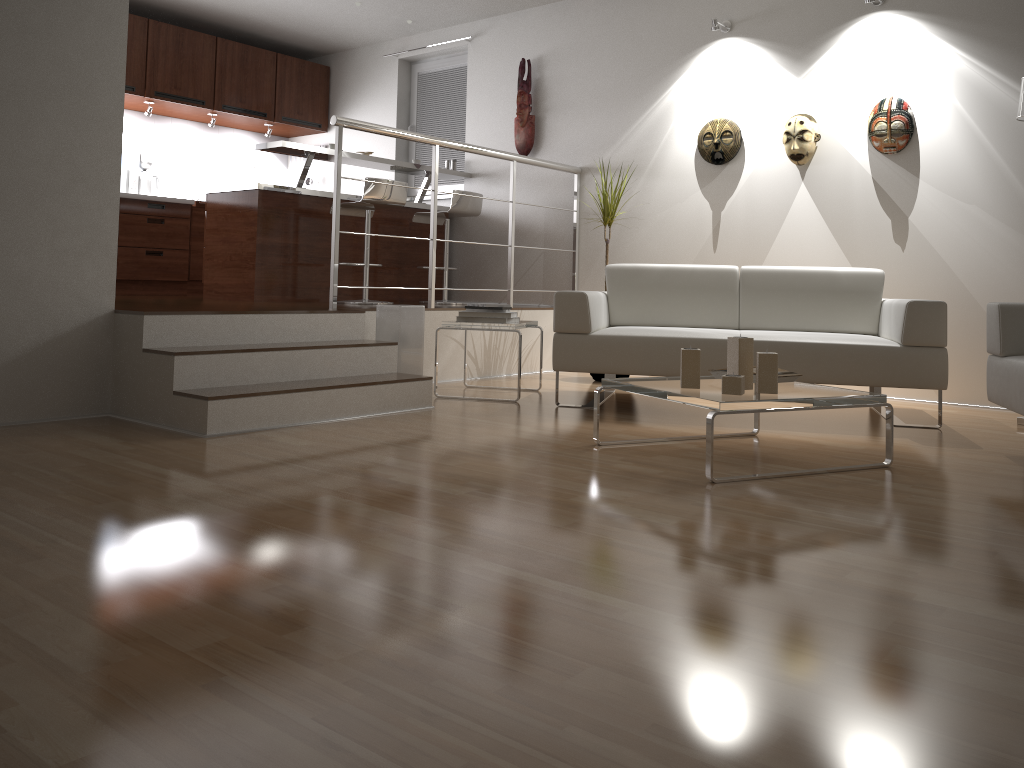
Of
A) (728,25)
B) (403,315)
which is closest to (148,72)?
(403,315)

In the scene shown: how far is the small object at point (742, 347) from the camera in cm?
309

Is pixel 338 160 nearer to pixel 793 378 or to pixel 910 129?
pixel 793 378

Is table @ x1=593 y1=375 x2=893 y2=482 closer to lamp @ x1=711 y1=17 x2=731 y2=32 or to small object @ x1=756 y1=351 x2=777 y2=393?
small object @ x1=756 y1=351 x2=777 y2=393

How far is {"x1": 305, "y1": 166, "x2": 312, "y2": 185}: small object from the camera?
8.36m

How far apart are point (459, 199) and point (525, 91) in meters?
1.0

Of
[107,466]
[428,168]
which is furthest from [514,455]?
[428,168]

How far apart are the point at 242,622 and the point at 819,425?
3.11m

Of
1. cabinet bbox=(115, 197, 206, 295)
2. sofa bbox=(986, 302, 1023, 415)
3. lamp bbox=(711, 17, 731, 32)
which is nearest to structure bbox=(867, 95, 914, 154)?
lamp bbox=(711, 17, 731, 32)

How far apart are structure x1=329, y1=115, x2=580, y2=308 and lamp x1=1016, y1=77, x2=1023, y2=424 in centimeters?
288cm
